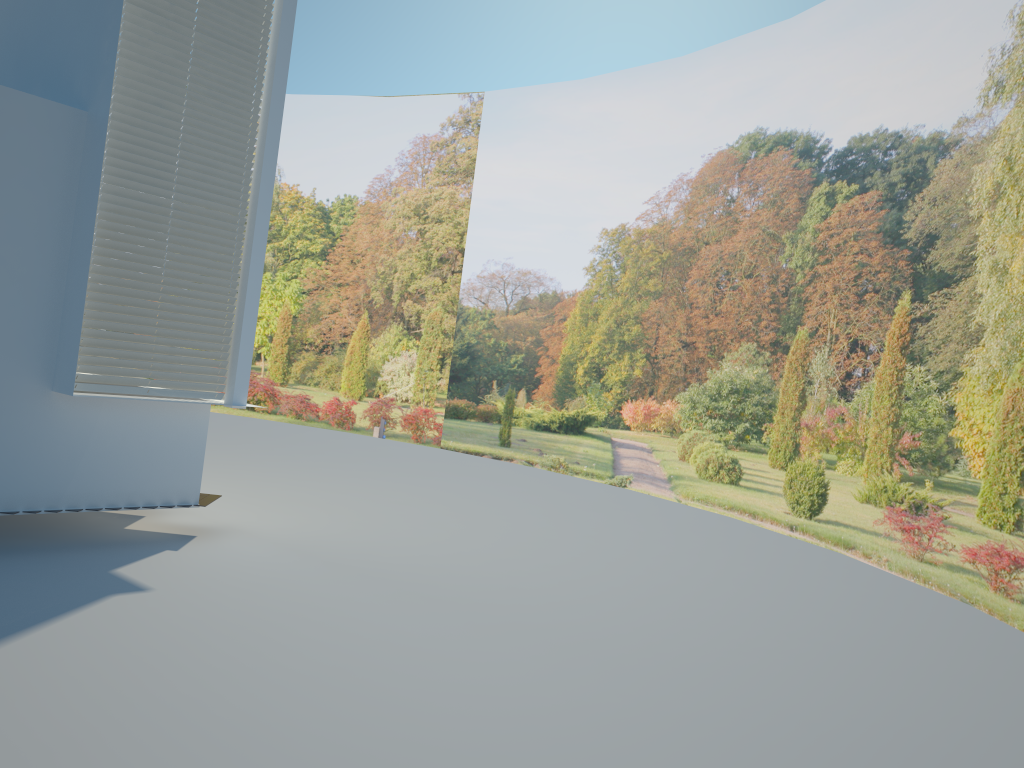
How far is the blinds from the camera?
5.9 meters

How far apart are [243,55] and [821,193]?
7.4m

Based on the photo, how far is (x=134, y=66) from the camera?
5.90m

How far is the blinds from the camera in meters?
5.9 m

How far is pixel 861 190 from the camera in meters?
10.4 m
